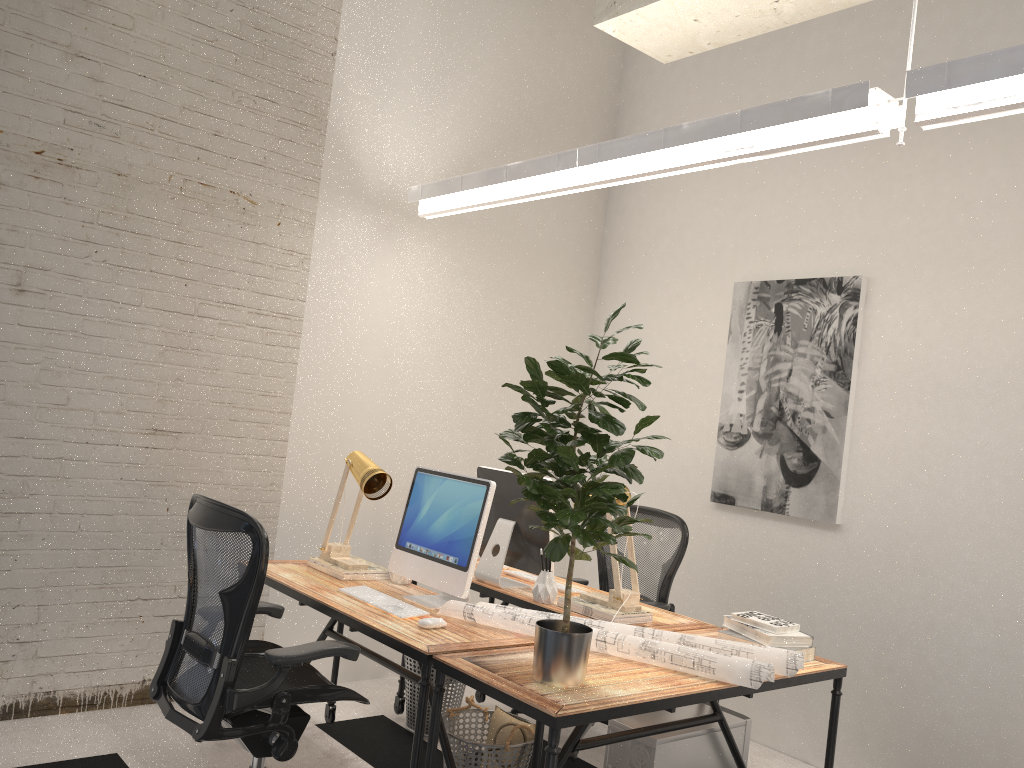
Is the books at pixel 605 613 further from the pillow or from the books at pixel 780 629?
the pillow

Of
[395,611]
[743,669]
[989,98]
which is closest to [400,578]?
[395,611]

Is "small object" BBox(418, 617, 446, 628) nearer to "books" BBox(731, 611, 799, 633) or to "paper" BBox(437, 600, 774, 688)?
"paper" BBox(437, 600, 774, 688)

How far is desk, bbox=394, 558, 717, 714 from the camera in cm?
338

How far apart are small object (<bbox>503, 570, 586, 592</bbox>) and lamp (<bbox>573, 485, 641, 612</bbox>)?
0.30m

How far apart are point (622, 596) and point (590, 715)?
1.1 meters

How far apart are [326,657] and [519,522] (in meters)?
1.27

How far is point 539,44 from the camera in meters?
5.2

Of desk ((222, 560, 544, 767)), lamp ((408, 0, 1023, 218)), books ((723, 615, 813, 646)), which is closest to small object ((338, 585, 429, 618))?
desk ((222, 560, 544, 767))

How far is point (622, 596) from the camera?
3.3m
